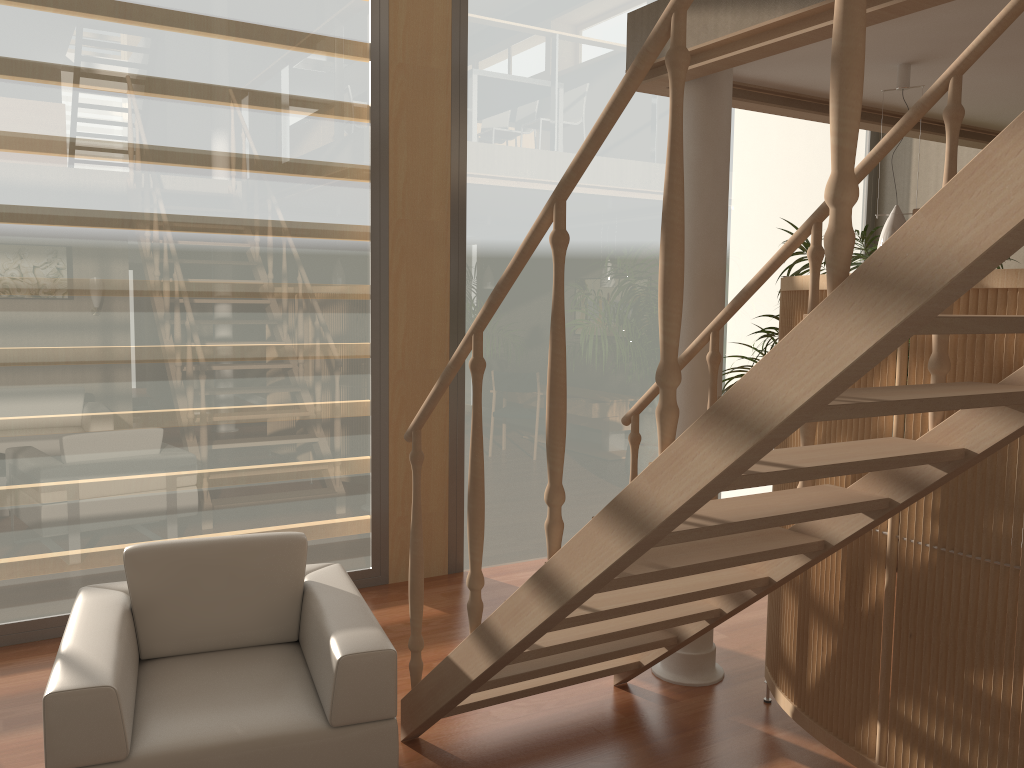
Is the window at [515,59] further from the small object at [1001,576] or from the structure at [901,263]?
the small object at [1001,576]

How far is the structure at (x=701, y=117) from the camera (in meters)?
3.43

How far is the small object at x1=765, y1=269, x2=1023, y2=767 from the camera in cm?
236

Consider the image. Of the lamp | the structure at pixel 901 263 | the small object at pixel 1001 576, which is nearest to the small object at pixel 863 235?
the lamp

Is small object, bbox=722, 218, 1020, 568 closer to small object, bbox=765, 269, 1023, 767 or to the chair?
small object, bbox=765, 269, 1023, 767

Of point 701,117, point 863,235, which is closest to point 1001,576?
→ point 701,117

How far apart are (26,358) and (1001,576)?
3.8m

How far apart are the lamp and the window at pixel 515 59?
2.1m

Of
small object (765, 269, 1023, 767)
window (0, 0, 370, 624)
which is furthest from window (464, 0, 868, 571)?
small object (765, 269, 1023, 767)

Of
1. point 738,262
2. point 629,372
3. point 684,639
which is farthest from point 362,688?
point 738,262
